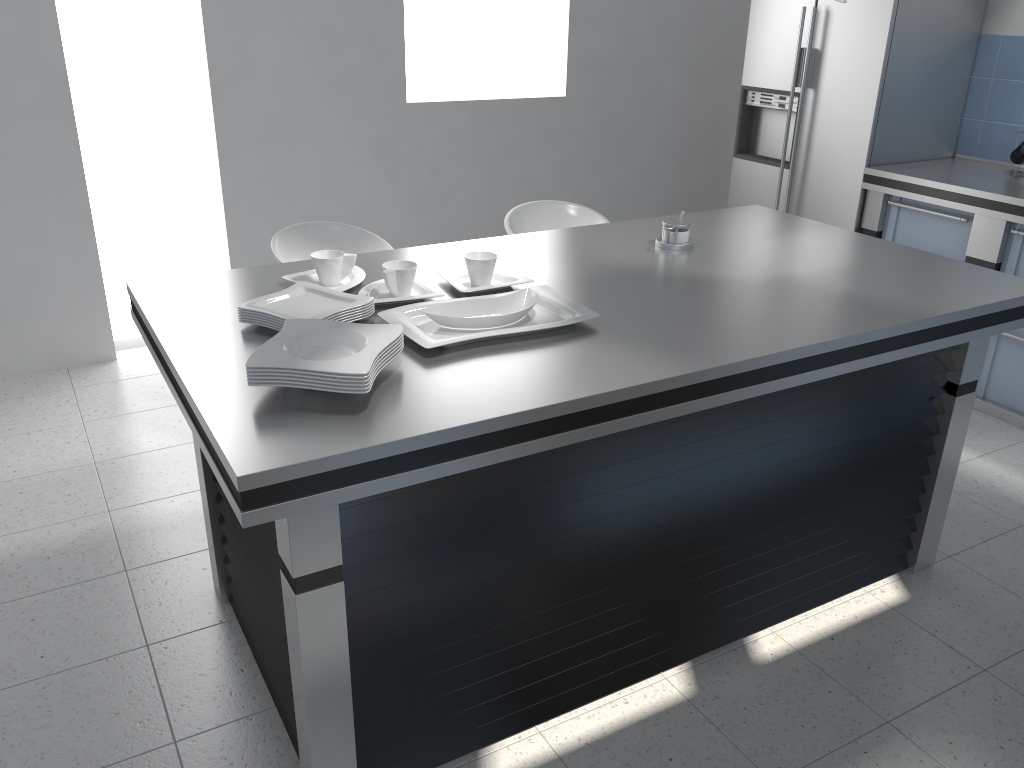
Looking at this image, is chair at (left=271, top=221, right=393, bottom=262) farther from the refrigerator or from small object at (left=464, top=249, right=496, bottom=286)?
the refrigerator

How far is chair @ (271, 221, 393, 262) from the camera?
3.24m

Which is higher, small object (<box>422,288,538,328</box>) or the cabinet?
small object (<box>422,288,538,328</box>)

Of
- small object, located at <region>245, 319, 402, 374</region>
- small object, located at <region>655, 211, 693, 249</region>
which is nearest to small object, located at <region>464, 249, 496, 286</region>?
small object, located at <region>245, 319, 402, 374</region>

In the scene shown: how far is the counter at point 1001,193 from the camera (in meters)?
3.75

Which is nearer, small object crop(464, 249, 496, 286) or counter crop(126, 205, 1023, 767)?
counter crop(126, 205, 1023, 767)

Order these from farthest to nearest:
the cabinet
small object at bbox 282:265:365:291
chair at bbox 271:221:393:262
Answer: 1. the cabinet
2. chair at bbox 271:221:393:262
3. small object at bbox 282:265:365:291

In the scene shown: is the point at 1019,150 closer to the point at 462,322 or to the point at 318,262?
the point at 462,322

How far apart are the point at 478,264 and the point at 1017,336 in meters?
2.7 m

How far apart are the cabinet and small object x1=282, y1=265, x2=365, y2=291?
2.9m
